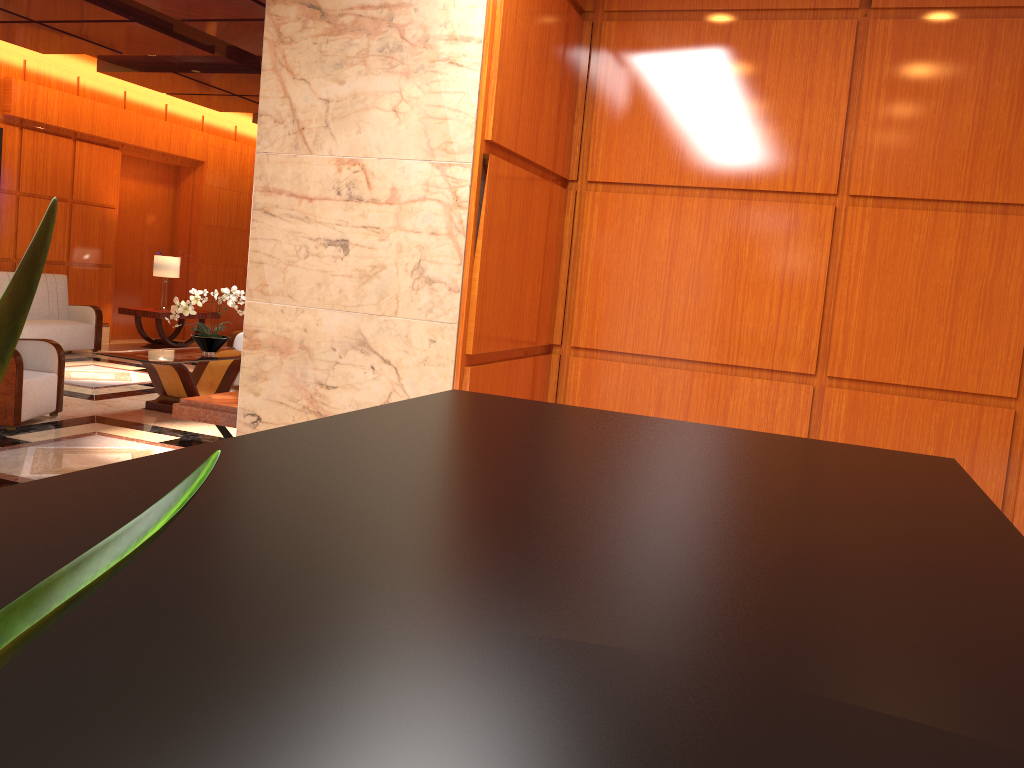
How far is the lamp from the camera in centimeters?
1188cm

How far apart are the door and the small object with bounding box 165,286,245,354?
5.5 meters

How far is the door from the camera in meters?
12.7 m

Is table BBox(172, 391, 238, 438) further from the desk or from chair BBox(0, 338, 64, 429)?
the desk

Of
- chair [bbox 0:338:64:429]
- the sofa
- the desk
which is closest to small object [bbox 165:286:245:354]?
chair [bbox 0:338:64:429]

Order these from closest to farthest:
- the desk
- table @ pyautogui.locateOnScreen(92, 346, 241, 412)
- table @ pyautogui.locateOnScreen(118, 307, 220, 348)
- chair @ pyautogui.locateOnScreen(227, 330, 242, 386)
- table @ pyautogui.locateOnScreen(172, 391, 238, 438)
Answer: the desk → table @ pyautogui.locateOnScreen(172, 391, 238, 438) → table @ pyautogui.locateOnScreen(92, 346, 241, 412) → chair @ pyautogui.locateOnScreen(227, 330, 242, 386) → table @ pyautogui.locateOnScreen(118, 307, 220, 348)

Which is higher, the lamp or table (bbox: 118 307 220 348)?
the lamp

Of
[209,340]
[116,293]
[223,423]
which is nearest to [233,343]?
[209,340]

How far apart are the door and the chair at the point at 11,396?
6.3 meters

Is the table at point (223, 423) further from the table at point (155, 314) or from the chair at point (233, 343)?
the table at point (155, 314)
